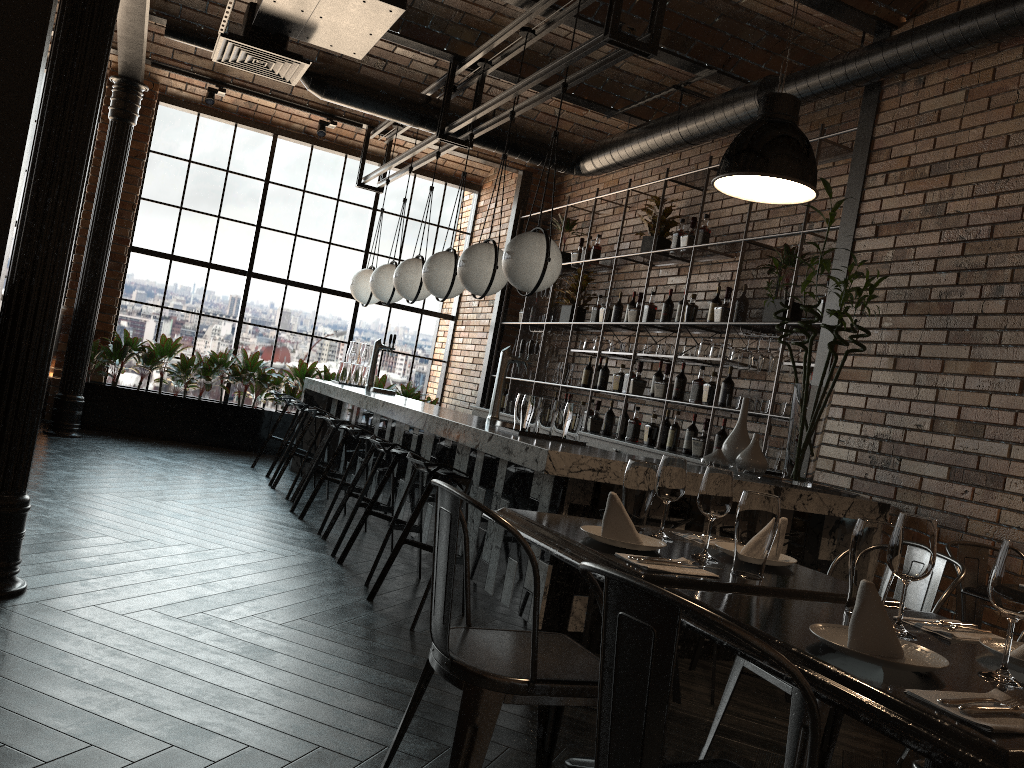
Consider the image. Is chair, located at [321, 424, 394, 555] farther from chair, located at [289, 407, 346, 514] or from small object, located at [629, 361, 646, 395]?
small object, located at [629, 361, 646, 395]

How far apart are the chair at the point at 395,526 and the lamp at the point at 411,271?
2.2 meters

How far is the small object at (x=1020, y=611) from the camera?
1.5 meters

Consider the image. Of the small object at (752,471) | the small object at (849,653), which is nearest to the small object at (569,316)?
the small object at (752,471)

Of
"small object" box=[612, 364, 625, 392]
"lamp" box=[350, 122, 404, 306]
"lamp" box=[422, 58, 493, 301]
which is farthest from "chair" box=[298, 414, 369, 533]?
"lamp" box=[350, 122, 404, 306]

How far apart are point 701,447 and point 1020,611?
4.6m

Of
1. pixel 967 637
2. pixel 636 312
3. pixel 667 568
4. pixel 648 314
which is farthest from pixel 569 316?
pixel 967 637

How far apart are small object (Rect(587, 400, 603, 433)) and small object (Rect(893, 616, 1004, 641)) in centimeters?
557cm

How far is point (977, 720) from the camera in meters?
1.2 m

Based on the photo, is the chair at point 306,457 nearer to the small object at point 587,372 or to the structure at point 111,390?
the small object at point 587,372
